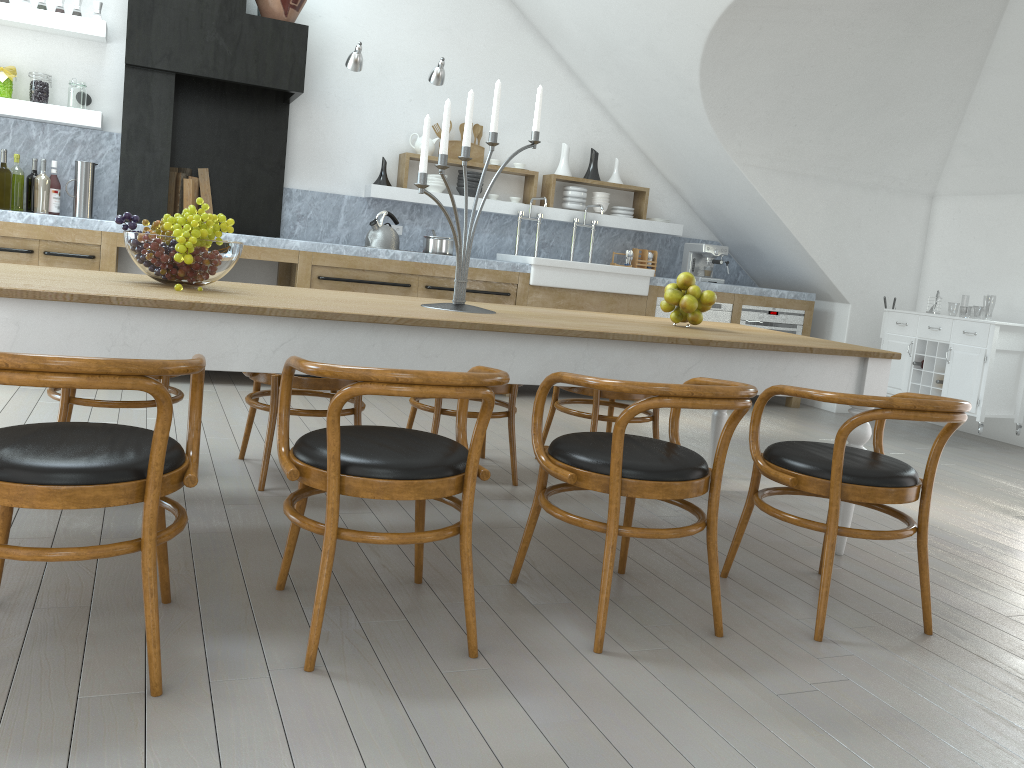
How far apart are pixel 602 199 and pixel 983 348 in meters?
3.0

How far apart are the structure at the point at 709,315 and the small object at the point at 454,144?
1.82m

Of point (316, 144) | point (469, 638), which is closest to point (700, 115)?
point (316, 144)

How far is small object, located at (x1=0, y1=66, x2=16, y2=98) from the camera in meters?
5.2

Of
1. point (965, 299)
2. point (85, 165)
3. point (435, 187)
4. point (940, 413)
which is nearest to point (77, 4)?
point (85, 165)

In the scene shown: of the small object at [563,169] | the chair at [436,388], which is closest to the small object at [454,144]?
the small object at [563,169]

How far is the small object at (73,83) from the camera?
5.33m

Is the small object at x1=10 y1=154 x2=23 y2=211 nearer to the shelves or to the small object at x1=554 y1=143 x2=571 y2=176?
the shelves

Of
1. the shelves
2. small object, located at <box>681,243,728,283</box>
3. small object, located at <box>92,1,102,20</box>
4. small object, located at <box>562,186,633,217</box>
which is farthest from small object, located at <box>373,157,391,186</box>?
small object, located at <box>681,243,728,283</box>

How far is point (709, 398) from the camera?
2.2m
